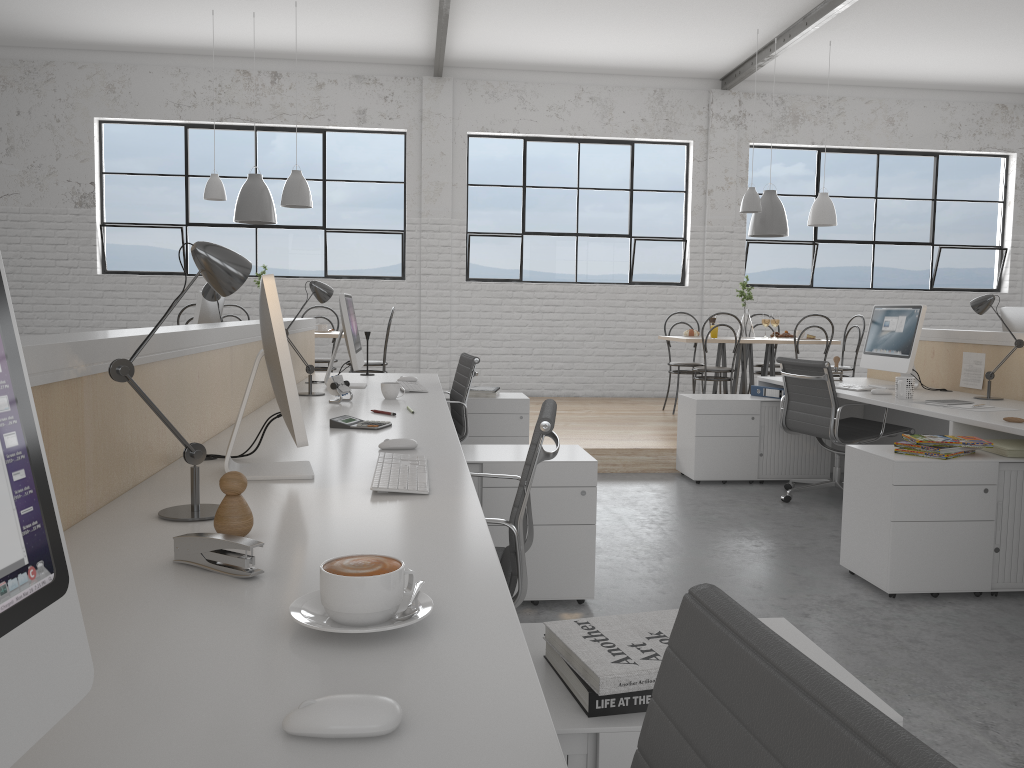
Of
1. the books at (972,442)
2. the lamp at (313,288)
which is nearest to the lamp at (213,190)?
the lamp at (313,288)

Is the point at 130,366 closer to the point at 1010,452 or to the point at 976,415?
the point at 1010,452

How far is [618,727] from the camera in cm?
86

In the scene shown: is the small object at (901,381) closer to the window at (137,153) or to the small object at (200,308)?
the small object at (200,308)

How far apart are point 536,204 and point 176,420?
5.5m

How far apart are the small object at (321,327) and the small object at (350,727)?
5.03m

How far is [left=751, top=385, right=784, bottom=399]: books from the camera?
4.3m

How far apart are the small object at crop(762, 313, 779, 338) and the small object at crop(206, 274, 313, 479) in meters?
4.6

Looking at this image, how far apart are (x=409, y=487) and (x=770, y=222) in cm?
482

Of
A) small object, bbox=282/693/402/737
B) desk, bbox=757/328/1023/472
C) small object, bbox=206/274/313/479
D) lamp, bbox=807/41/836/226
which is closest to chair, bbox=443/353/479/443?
desk, bbox=757/328/1023/472
